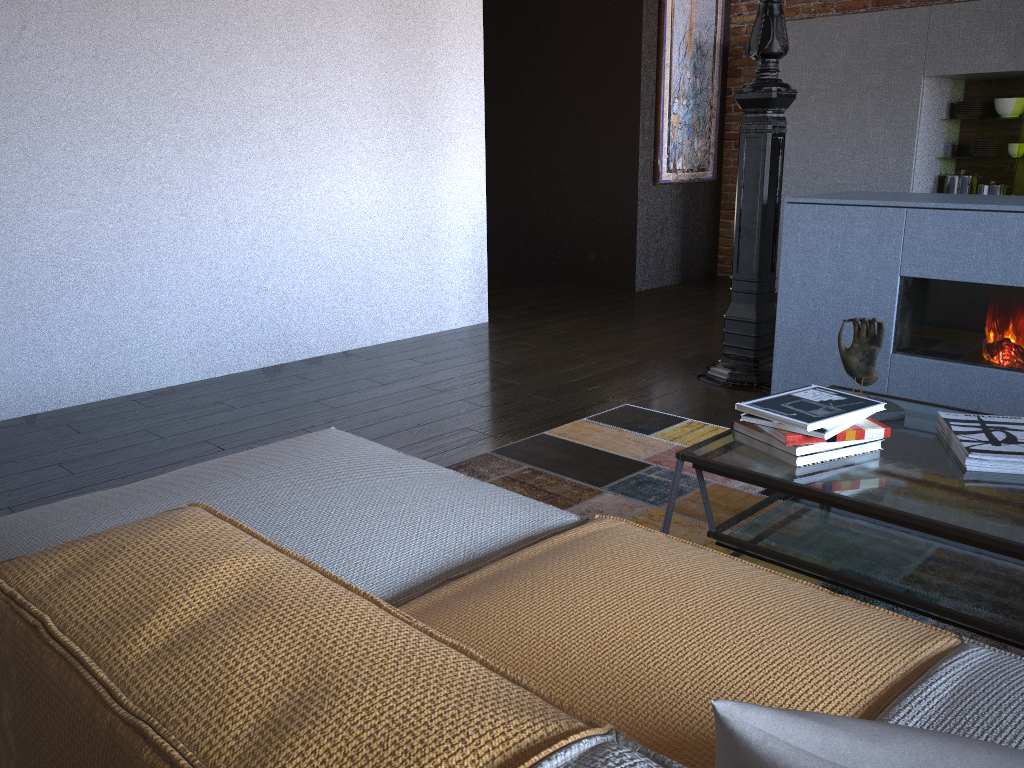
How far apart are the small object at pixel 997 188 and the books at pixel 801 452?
4.3m

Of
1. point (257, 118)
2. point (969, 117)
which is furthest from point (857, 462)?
point (969, 117)

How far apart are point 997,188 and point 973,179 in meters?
0.2

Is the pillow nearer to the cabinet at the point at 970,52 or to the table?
the table

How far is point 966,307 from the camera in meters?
3.2

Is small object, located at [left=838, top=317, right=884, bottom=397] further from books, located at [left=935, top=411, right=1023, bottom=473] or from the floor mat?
the floor mat

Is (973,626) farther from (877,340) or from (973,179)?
(973,179)

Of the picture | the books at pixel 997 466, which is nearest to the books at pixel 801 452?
the books at pixel 997 466

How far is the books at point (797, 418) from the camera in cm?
184

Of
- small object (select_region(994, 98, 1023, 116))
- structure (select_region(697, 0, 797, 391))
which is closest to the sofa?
structure (select_region(697, 0, 797, 391))
